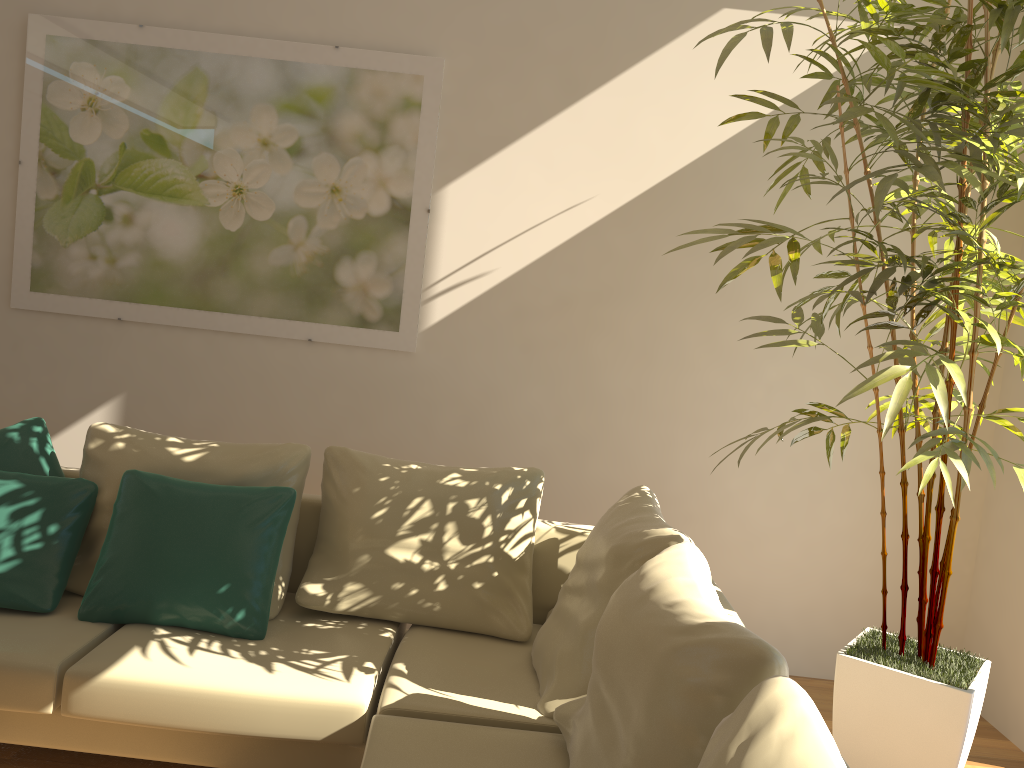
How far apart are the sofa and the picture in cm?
87

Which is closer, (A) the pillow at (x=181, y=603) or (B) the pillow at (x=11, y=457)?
(A) the pillow at (x=181, y=603)

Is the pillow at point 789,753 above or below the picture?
below

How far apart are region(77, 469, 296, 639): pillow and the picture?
1.1 meters

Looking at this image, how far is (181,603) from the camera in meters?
2.8

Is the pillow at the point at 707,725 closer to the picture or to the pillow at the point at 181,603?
the pillow at the point at 181,603

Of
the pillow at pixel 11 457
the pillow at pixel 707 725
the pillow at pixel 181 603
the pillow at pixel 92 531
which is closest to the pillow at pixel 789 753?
the pillow at pixel 707 725

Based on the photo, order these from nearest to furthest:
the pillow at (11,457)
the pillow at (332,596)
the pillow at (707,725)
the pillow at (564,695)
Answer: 1. the pillow at (707,725)
2. the pillow at (564,695)
3. the pillow at (332,596)
4. the pillow at (11,457)

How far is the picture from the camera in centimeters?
385cm

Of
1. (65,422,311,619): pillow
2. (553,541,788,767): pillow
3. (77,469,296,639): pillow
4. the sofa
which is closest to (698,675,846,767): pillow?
(553,541,788,767): pillow
